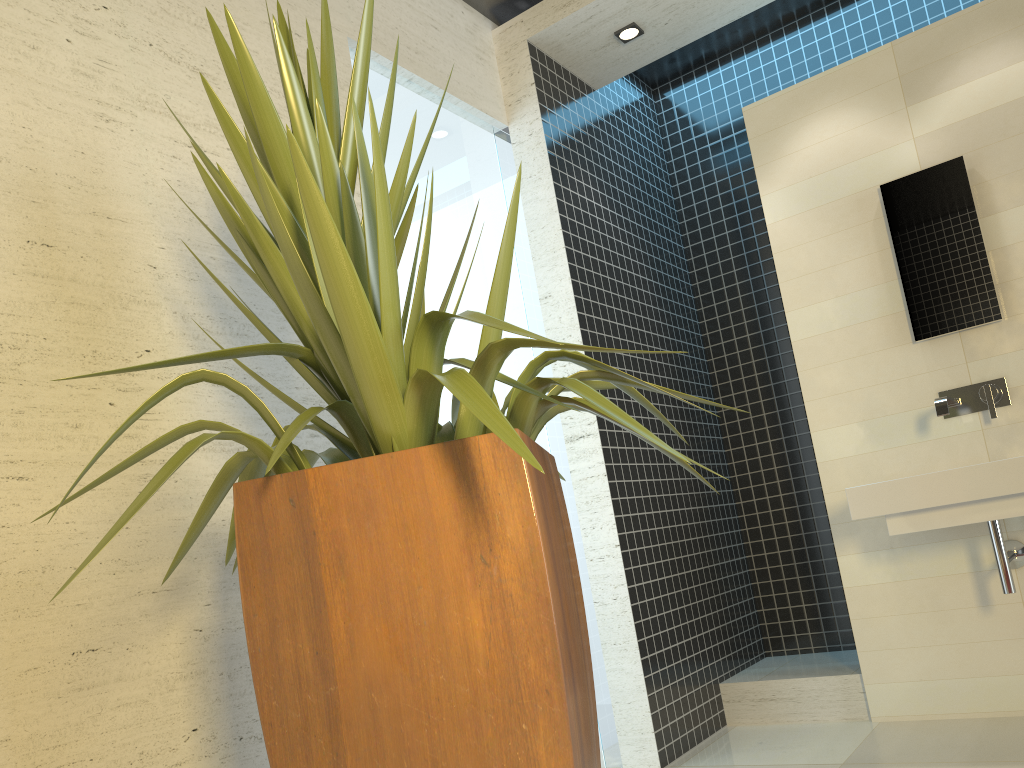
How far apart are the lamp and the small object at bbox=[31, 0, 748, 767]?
2.5 meters

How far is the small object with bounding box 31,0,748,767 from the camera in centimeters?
126cm

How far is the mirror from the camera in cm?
349

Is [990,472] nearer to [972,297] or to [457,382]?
[972,297]

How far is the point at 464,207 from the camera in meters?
3.6 m

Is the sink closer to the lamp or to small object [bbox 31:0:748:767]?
small object [bbox 31:0:748:767]

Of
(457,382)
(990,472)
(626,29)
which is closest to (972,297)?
(990,472)

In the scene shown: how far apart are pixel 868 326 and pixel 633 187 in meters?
1.5 m

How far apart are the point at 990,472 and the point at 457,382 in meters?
2.4 m

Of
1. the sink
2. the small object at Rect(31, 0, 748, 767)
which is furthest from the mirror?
the small object at Rect(31, 0, 748, 767)
